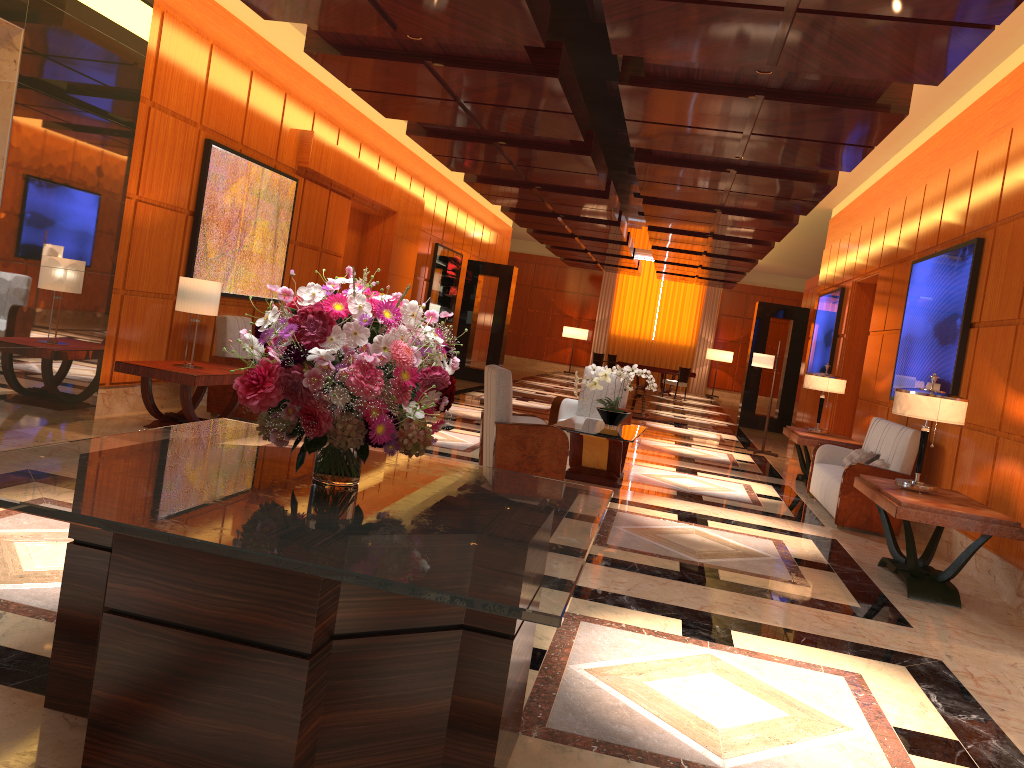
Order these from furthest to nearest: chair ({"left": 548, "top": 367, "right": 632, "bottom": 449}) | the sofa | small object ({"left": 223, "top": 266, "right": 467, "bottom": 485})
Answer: chair ({"left": 548, "top": 367, "right": 632, "bottom": 449}), the sofa, small object ({"left": 223, "top": 266, "right": 467, "bottom": 485})

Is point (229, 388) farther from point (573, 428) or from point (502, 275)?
point (502, 275)

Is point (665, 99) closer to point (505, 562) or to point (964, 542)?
point (964, 542)

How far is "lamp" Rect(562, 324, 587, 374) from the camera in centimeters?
2844cm

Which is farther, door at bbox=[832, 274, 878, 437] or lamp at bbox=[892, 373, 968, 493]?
door at bbox=[832, 274, 878, 437]

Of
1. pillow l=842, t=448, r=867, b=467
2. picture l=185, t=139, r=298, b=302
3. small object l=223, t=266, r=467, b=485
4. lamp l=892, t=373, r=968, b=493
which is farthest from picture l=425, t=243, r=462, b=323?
small object l=223, t=266, r=467, b=485

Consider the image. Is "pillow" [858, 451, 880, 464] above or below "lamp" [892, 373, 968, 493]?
below

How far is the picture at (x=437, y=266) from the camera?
16.6 meters

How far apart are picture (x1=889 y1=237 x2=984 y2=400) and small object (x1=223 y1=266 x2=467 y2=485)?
5.8 meters

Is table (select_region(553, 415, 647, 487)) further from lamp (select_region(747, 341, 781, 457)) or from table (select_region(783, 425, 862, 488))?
lamp (select_region(747, 341, 781, 457))
